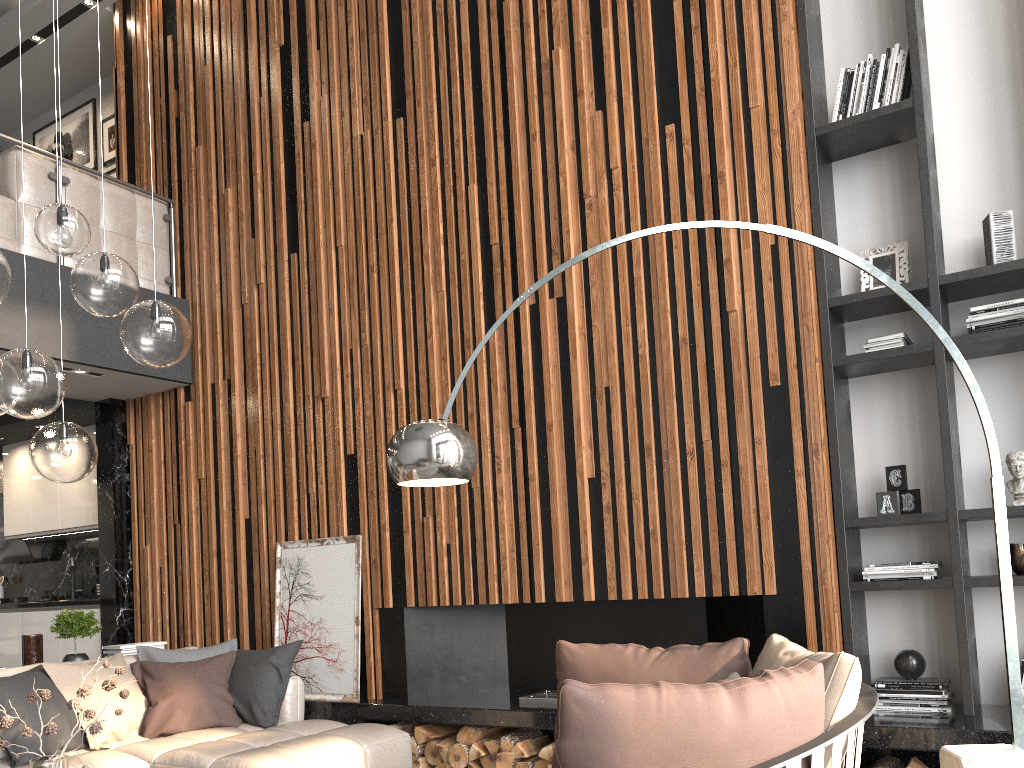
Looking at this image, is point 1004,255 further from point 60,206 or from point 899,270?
point 60,206

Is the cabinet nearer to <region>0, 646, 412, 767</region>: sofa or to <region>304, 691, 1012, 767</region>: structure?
<region>0, 646, 412, 767</region>: sofa

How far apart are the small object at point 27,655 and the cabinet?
1.4 meters

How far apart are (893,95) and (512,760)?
3.68m

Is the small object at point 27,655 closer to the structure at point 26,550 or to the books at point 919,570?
the structure at point 26,550

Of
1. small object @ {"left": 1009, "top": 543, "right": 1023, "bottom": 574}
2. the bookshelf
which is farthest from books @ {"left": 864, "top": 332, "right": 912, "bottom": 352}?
small object @ {"left": 1009, "top": 543, "right": 1023, "bottom": 574}

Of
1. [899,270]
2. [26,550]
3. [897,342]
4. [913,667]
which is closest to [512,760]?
[913,667]

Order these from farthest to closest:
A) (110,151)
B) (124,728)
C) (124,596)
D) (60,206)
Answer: (110,151), (124,596), (124,728), (60,206)

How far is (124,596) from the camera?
6.4 meters

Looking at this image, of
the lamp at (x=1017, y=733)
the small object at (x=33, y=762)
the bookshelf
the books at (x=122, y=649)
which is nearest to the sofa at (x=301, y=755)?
the books at (x=122, y=649)
